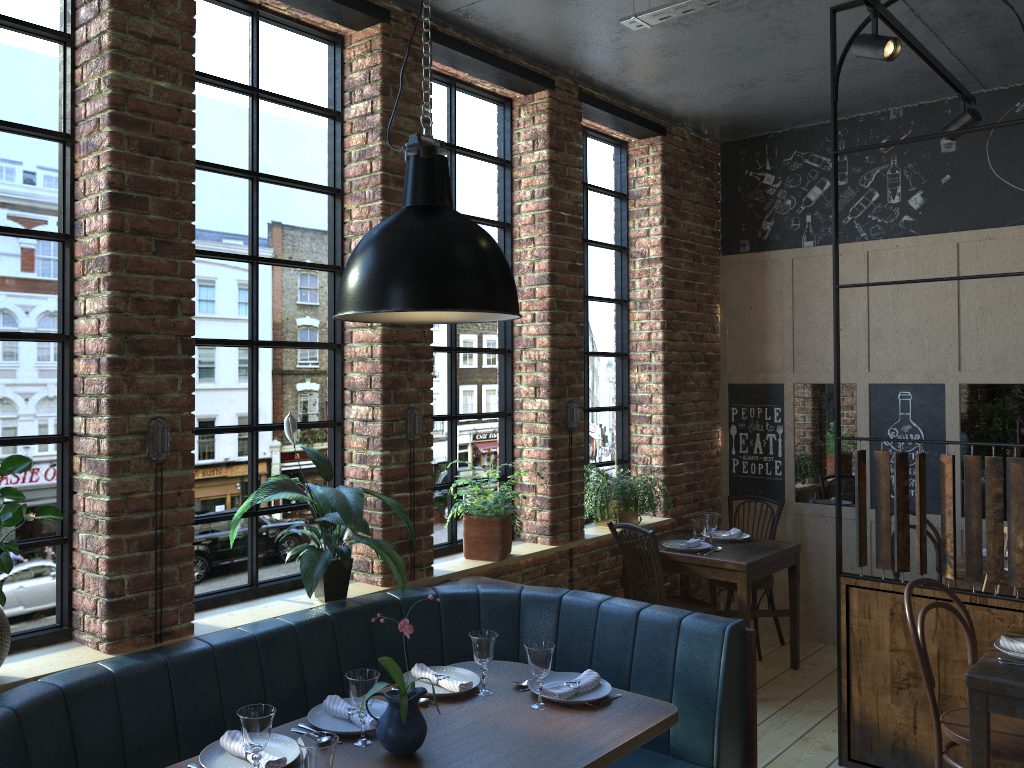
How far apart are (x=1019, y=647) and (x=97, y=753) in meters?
3.1 m

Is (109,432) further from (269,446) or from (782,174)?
(782,174)

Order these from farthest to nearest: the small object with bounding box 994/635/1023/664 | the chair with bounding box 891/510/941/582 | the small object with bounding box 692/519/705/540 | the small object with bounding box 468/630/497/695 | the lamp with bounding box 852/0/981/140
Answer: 1. the small object with bounding box 692/519/705/540
2. the chair with bounding box 891/510/941/582
3. the lamp with bounding box 852/0/981/140
4. the small object with bounding box 994/635/1023/664
5. the small object with bounding box 468/630/497/695

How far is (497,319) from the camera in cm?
262

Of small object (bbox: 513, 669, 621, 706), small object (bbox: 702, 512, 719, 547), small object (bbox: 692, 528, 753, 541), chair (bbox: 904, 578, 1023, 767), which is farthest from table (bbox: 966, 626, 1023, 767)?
small object (bbox: 692, 528, 753, 541)

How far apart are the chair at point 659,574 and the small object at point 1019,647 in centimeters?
172cm

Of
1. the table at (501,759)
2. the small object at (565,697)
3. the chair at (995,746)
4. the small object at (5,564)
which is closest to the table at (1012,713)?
the chair at (995,746)

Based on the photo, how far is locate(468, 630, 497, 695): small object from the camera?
2.9 meters

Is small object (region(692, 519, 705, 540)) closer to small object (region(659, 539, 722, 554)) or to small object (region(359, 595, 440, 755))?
small object (region(659, 539, 722, 554))

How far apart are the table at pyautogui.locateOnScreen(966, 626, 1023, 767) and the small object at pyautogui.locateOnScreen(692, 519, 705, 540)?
2.0 meters
